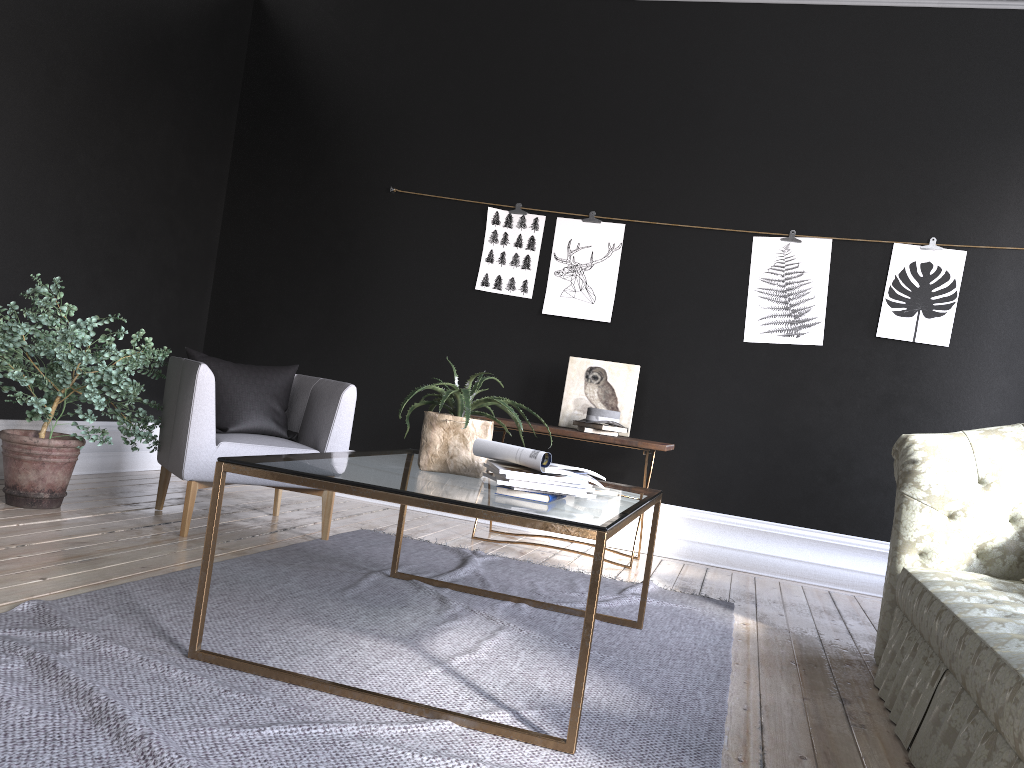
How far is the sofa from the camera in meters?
2.1

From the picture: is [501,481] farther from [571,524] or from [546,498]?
[571,524]

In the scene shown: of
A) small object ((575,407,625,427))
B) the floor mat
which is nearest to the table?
the floor mat

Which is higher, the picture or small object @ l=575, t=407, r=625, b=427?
the picture

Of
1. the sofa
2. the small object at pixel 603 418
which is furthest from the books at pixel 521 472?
the small object at pixel 603 418

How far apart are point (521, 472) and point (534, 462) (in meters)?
0.07

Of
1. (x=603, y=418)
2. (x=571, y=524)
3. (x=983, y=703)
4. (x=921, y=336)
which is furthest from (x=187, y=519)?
(x=921, y=336)

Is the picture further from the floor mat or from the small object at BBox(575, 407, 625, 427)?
the floor mat

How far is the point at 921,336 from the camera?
5.2m

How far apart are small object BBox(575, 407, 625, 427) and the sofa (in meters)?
1.64
